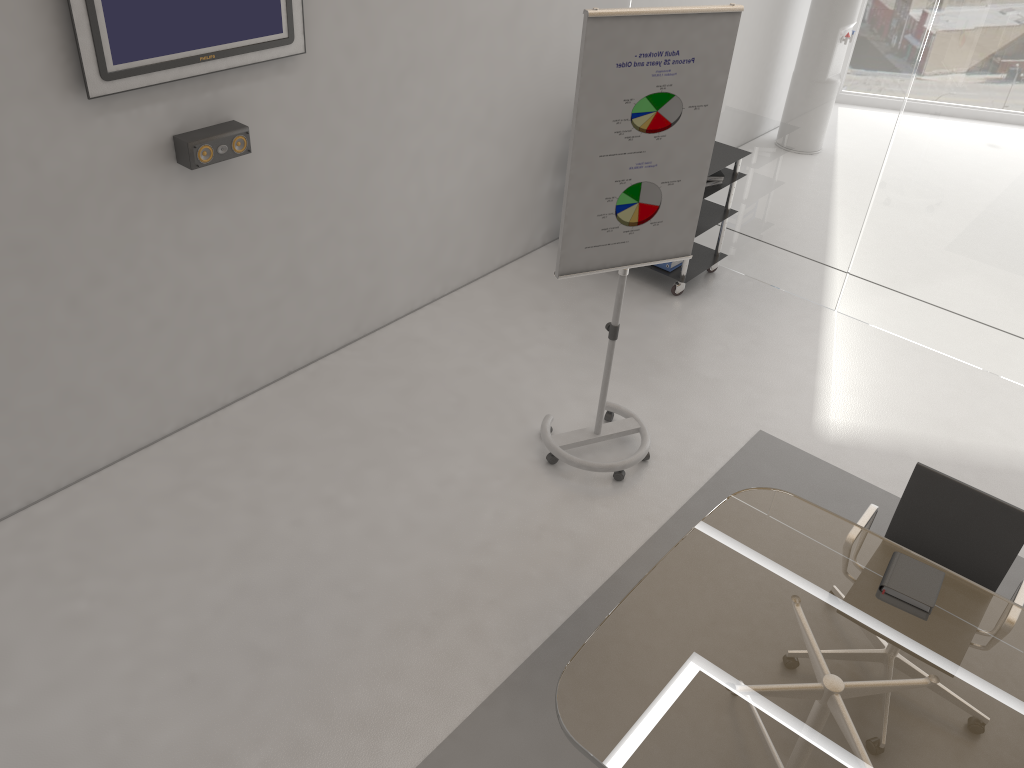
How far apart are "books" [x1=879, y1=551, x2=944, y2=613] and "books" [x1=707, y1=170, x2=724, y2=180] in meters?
3.1

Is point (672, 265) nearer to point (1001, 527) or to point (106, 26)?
point (1001, 527)

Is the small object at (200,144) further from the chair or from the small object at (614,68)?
the chair

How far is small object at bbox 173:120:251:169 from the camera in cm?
362

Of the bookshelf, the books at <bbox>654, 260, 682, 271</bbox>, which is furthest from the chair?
the books at <bbox>654, 260, 682, 271</bbox>

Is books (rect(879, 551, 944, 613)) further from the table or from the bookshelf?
the bookshelf

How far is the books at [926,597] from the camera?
2.77m

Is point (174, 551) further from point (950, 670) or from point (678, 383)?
point (950, 670)

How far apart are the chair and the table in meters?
0.1

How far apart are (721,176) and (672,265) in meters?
0.6
